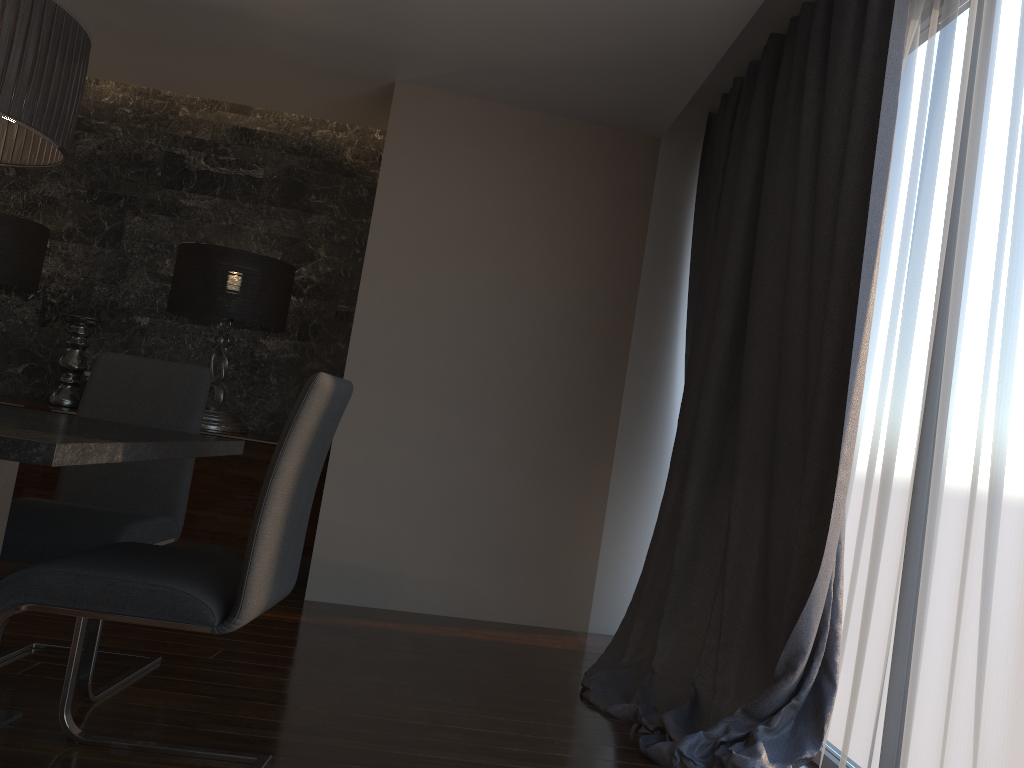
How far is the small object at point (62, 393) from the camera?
4.8 meters

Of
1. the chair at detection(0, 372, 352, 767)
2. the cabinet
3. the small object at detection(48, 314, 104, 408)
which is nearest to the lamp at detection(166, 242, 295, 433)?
the cabinet

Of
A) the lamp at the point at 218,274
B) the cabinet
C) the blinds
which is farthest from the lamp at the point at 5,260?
the blinds

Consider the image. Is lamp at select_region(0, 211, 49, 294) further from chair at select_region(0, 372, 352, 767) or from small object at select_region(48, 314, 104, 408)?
chair at select_region(0, 372, 352, 767)

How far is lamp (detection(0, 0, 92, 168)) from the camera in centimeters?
201cm

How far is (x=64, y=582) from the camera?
1.87m

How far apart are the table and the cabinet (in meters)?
1.91

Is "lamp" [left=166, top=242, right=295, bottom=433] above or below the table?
above

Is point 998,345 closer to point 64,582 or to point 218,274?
point 64,582

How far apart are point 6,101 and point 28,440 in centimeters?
91cm
